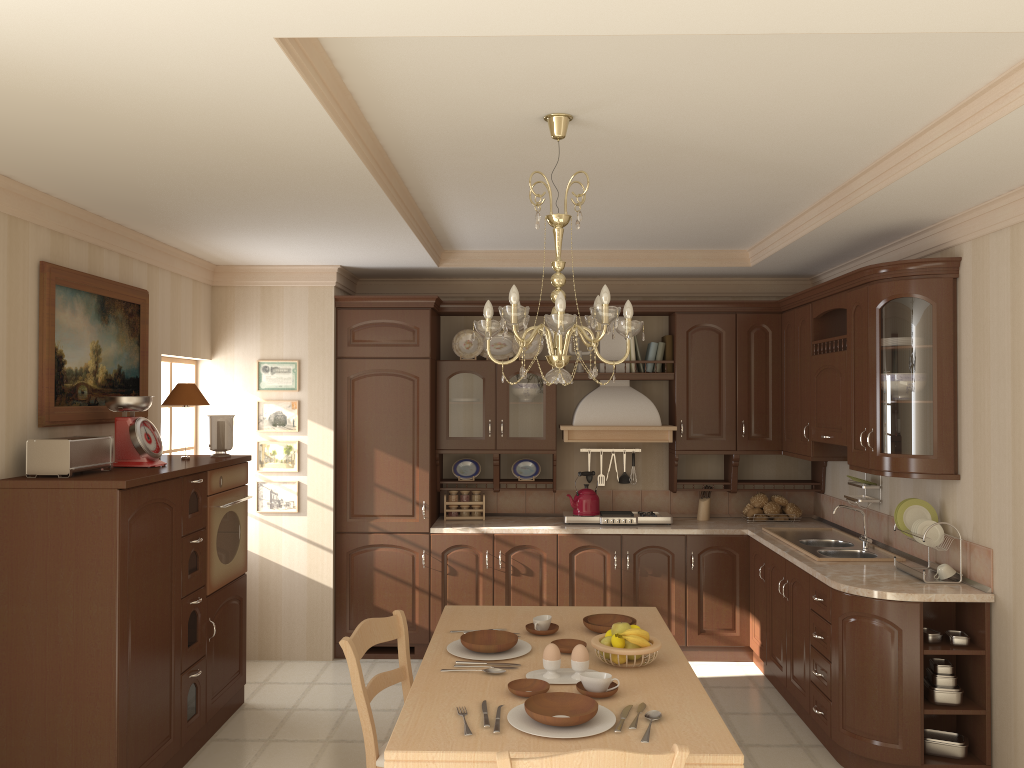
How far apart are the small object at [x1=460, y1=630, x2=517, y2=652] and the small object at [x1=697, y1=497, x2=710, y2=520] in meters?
3.1 m

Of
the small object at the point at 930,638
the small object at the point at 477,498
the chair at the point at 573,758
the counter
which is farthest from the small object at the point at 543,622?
the small object at the point at 477,498

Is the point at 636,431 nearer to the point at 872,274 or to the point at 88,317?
the point at 872,274

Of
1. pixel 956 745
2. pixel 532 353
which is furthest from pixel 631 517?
pixel 956 745

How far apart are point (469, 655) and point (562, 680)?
0.4m

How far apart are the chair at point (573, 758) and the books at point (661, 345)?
4.0m

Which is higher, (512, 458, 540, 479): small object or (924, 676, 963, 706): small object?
(512, 458, 540, 479): small object

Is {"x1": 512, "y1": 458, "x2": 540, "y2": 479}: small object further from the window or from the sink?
the window

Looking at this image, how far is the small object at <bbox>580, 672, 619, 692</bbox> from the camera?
2.6m

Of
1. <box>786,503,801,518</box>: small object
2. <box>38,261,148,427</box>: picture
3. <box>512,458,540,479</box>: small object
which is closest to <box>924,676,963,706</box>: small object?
<box>786,503,801,518</box>: small object
